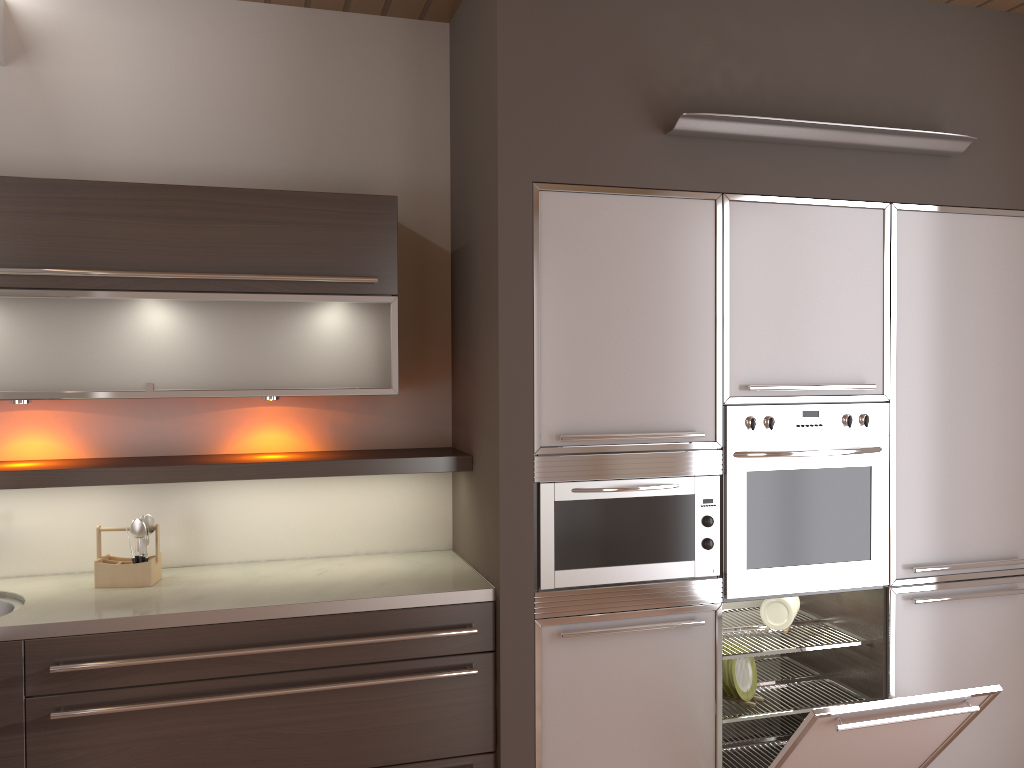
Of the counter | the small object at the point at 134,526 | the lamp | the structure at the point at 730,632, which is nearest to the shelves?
the small object at the point at 134,526

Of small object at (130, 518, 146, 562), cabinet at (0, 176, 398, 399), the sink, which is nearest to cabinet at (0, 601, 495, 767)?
the sink

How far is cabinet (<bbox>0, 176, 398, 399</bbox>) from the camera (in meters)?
2.39

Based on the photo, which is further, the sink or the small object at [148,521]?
the small object at [148,521]

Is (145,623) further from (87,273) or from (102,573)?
(87,273)

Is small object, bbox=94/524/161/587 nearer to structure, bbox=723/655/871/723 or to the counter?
the counter

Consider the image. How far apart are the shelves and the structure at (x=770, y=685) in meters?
1.1 m

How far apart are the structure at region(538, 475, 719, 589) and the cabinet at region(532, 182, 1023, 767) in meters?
0.0

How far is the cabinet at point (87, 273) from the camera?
2.4m

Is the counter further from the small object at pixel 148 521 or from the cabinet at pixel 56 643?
the small object at pixel 148 521
